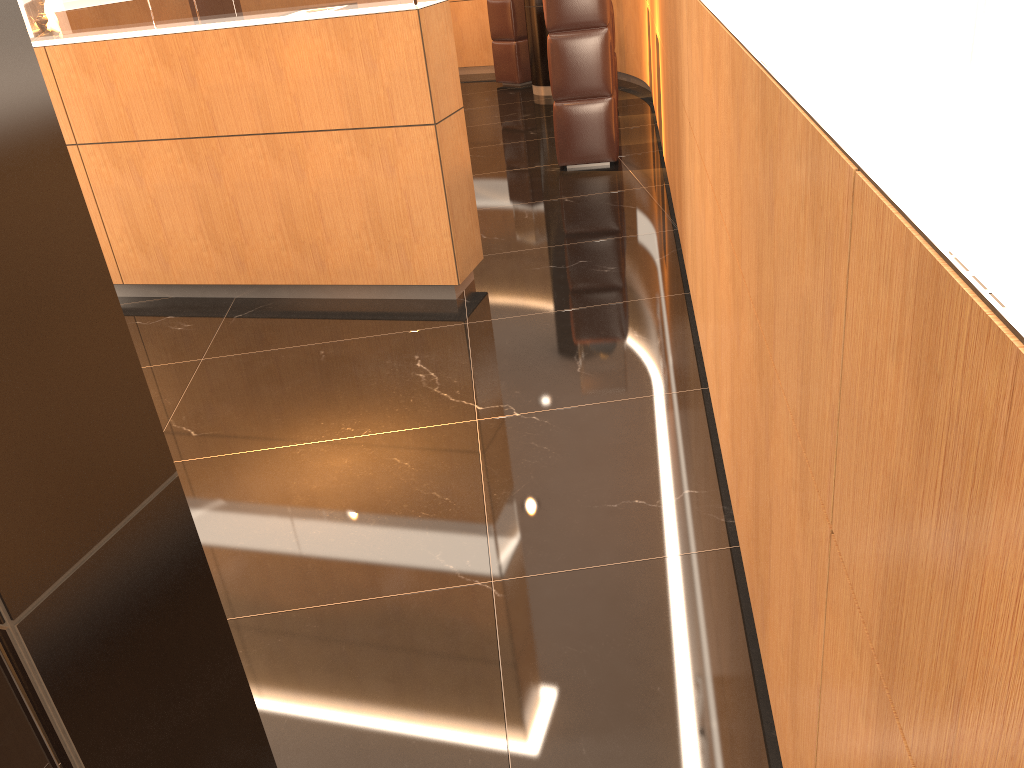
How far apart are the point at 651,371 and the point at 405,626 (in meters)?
1.69

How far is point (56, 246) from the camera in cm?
132

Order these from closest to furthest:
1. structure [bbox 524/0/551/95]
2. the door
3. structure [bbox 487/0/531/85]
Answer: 1. the door
2. structure [bbox 524/0/551/95]
3. structure [bbox 487/0/531/85]

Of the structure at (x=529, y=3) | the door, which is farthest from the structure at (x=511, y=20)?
the door

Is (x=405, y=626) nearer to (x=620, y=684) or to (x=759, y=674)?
(x=620, y=684)

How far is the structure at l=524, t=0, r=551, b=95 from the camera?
9.6m

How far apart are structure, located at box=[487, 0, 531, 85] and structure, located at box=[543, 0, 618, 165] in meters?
4.2

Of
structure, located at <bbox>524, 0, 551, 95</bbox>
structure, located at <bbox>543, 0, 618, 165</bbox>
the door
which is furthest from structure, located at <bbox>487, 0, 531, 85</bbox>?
the door

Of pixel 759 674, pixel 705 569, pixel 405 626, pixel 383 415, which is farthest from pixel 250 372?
pixel 759 674

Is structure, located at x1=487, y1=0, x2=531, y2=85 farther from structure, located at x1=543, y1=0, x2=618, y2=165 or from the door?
the door
